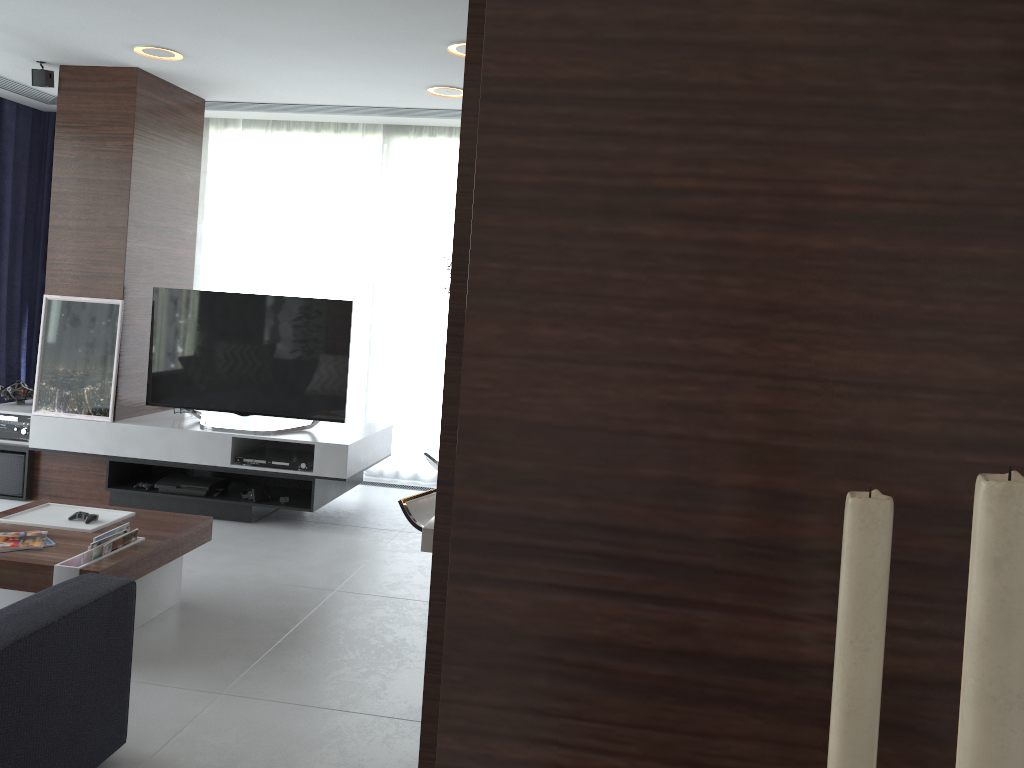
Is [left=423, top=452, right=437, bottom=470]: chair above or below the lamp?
below

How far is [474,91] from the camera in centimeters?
217cm

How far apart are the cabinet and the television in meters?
2.8

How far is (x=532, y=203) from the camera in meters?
0.5 m

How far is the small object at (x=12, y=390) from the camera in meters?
5.4

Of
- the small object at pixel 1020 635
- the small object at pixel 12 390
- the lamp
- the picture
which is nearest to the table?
the picture

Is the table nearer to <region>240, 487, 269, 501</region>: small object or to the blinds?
<region>240, 487, 269, 501</region>: small object

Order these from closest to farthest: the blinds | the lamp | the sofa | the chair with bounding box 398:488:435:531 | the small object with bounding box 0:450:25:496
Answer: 1. the sofa
2. the chair with bounding box 398:488:435:531
3. the lamp
4. the small object with bounding box 0:450:25:496
5. the blinds

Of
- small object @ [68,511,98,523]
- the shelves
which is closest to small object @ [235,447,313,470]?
the shelves

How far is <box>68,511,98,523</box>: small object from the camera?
3.59m
